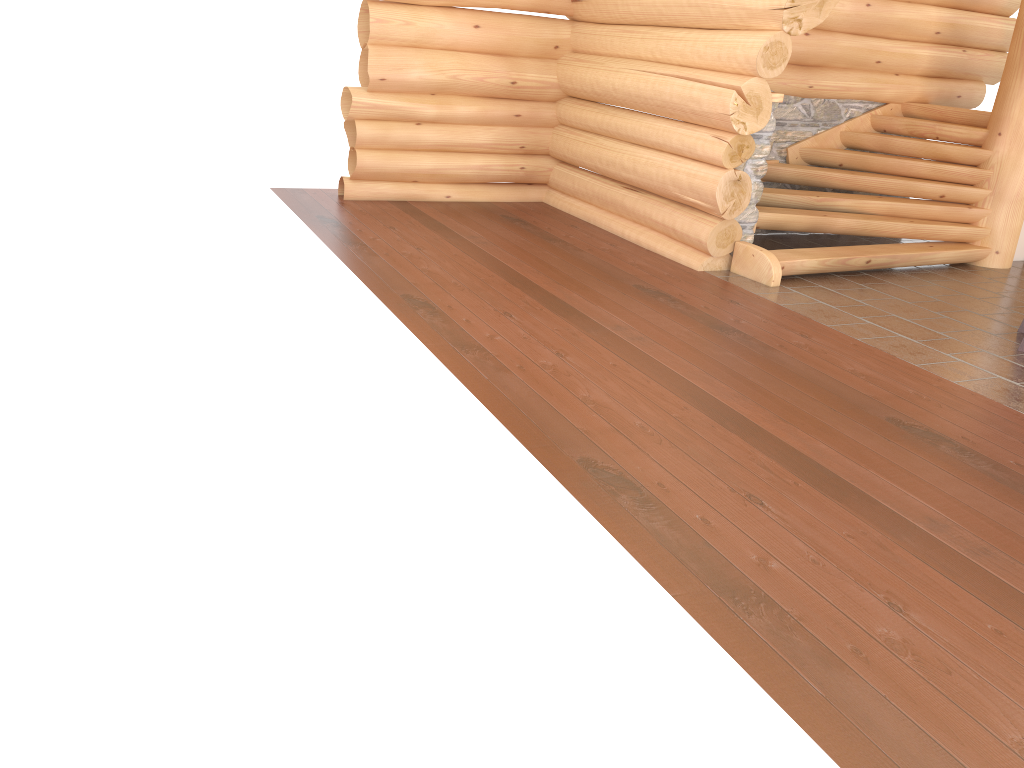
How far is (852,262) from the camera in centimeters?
794cm

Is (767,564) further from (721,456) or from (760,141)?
(760,141)

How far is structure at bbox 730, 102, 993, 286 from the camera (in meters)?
7.94

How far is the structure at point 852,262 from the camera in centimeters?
794cm
